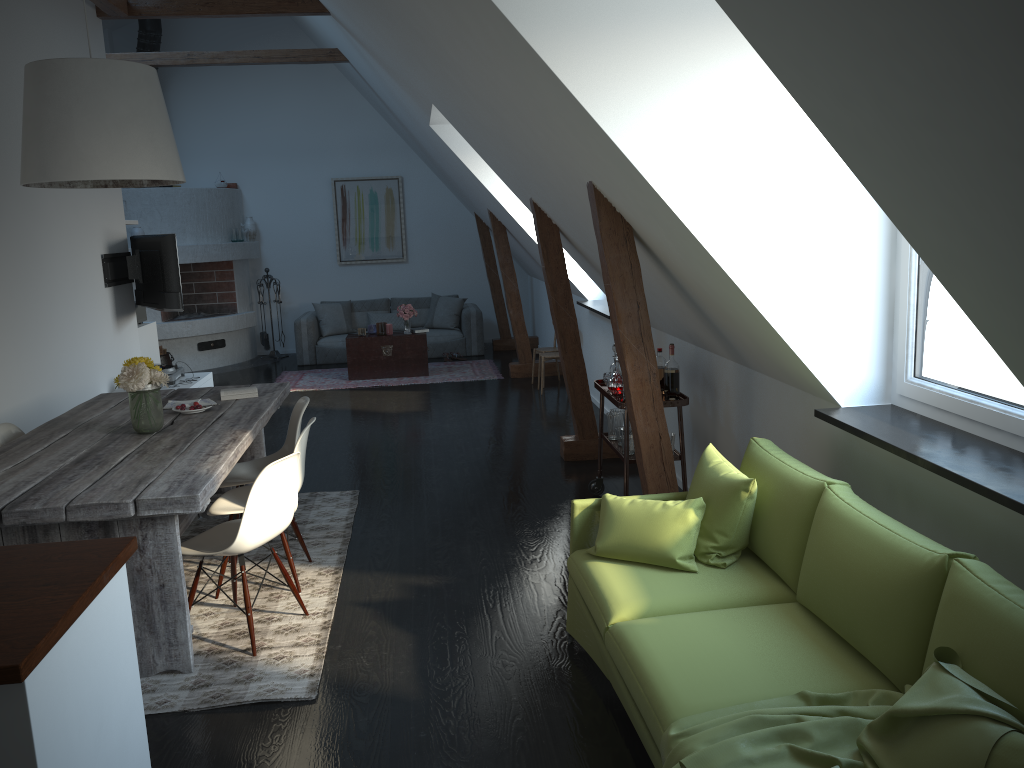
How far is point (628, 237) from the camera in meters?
4.0

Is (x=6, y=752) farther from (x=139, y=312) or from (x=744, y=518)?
(x=139, y=312)

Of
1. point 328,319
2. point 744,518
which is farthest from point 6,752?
point 328,319

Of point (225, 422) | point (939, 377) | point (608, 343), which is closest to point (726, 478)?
point (225, 422)

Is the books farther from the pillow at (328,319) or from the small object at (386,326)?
the pillow at (328,319)

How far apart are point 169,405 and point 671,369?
2.75m

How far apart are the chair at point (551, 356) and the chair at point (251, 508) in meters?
5.1

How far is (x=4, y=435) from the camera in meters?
4.5

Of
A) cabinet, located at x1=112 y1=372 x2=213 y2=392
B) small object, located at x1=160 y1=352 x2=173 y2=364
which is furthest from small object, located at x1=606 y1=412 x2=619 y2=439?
small object, located at x1=160 y1=352 x2=173 y2=364

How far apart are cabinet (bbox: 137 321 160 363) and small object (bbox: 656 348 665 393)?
5.09m
